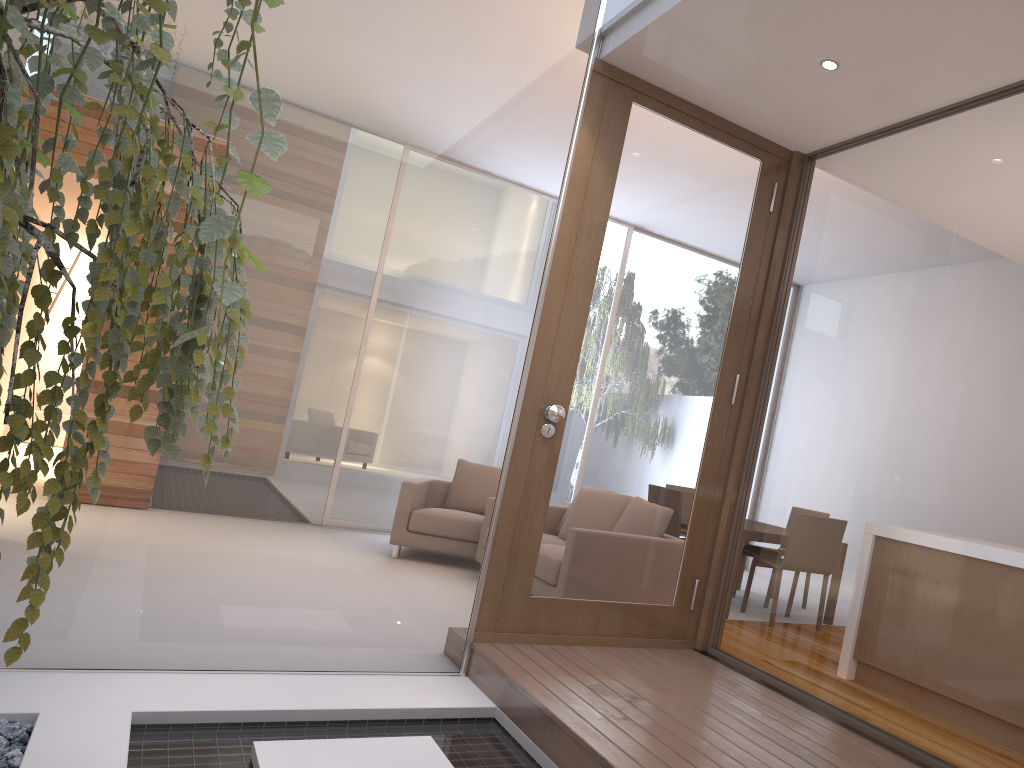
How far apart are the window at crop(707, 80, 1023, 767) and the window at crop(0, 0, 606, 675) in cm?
111

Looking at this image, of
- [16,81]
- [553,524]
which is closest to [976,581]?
[553,524]

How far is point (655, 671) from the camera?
3.39m

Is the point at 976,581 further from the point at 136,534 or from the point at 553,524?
the point at 136,534

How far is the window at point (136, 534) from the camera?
3.1m

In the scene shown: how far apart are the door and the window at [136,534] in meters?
0.1 m

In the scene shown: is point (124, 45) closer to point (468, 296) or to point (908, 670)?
point (468, 296)

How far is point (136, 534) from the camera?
3.1m

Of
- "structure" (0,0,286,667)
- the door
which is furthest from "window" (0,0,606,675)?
"structure" (0,0,286,667)

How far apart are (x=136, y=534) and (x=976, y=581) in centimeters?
274cm
